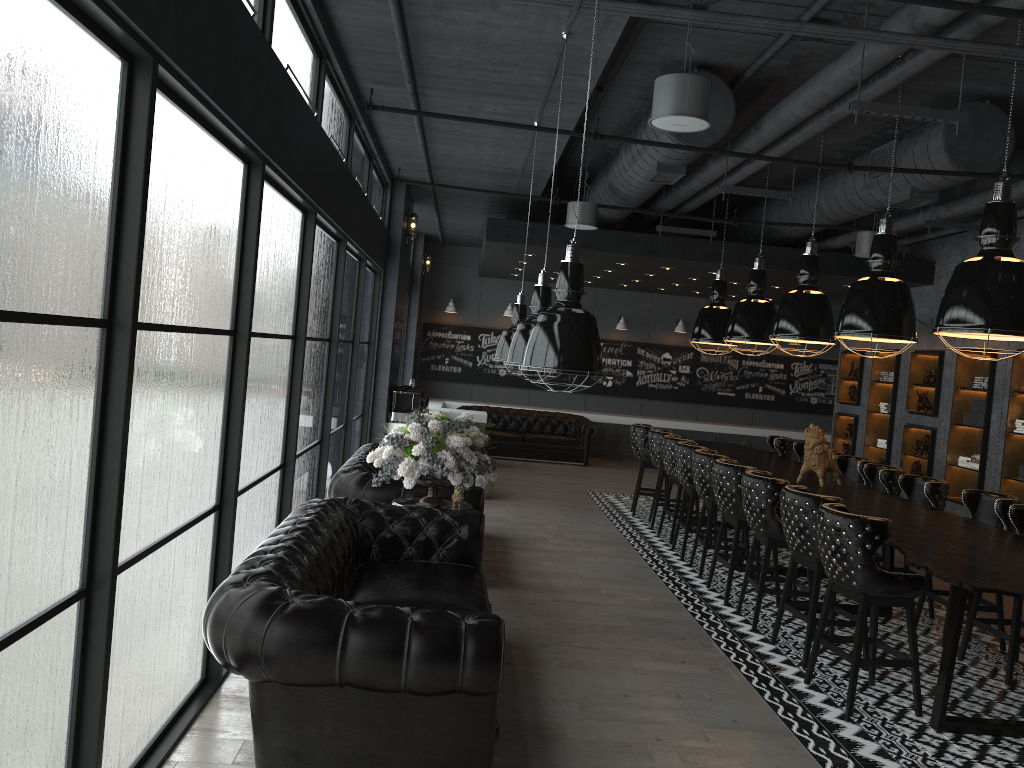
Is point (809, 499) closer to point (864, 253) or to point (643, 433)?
point (643, 433)

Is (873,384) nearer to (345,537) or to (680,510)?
(680,510)

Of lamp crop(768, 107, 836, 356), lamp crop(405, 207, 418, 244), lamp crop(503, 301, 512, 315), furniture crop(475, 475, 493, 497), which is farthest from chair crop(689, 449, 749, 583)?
lamp crop(503, 301, 512, 315)

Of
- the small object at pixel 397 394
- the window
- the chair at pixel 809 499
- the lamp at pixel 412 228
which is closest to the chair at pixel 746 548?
the chair at pixel 809 499

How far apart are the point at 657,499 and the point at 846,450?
5.3 meters

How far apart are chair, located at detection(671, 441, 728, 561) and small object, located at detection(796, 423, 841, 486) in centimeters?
110cm

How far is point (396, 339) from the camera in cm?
1145

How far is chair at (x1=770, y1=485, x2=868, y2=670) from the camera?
5.6m

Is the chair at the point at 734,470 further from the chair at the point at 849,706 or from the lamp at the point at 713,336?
the lamp at the point at 713,336

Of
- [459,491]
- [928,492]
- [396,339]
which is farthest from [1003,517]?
[396,339]
